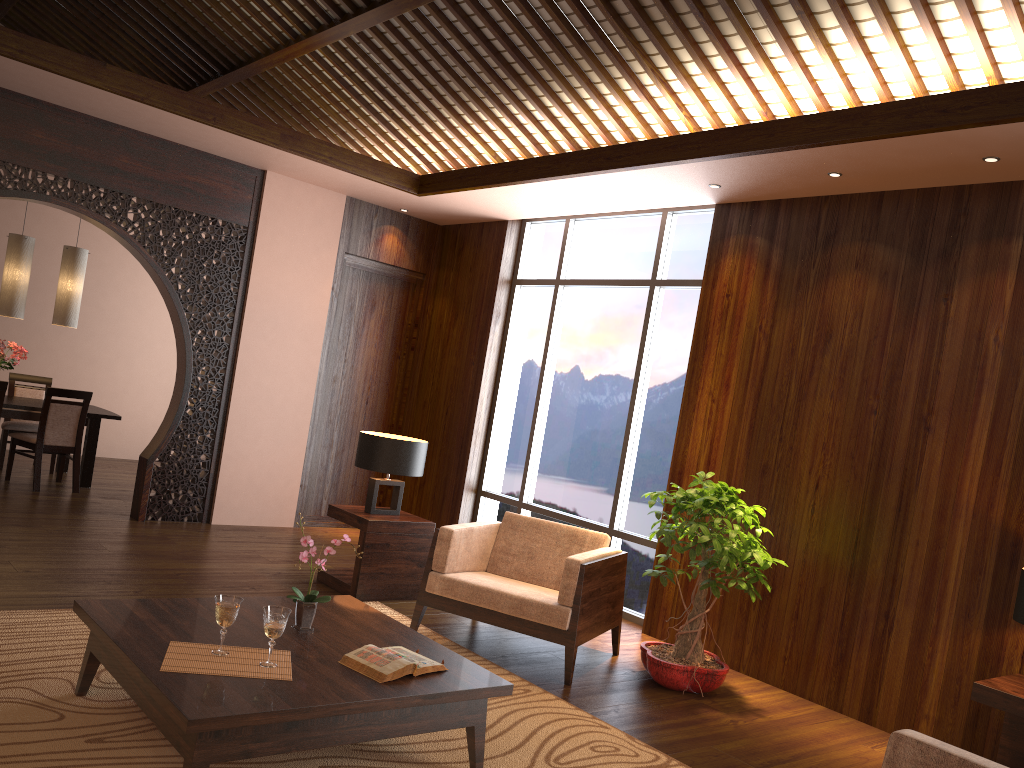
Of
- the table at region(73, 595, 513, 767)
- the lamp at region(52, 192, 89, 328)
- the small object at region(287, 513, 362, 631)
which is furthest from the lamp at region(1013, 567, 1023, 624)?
the lamp at region(52, 192, 89, 328)

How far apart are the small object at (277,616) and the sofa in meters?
1.8

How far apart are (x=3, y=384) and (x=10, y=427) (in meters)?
1.06

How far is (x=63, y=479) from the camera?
7.88m

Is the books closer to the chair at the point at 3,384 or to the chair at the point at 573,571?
the chair at the point at 573,571

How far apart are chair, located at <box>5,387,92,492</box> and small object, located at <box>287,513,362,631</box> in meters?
4.7

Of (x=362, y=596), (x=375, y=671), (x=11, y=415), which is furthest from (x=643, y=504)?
(x=11, y=415)

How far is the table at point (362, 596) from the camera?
5.3m

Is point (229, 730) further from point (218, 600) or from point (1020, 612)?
point (1020, 612)

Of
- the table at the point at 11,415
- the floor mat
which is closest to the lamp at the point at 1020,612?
the floor mat
